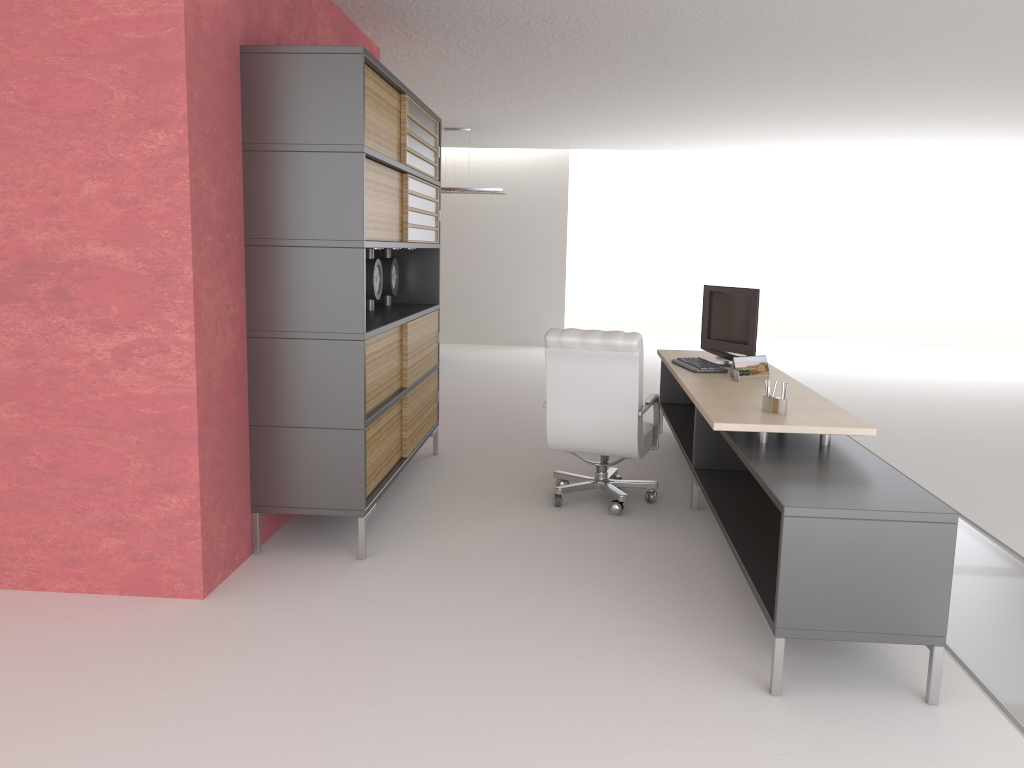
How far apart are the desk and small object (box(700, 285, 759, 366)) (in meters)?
0.28

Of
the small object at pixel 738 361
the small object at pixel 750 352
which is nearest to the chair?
the small object at pixel 738 361

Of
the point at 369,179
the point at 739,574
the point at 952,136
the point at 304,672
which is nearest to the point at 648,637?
the point at 739,574

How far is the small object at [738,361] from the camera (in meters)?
7.93

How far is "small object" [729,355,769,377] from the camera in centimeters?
→ 793cm

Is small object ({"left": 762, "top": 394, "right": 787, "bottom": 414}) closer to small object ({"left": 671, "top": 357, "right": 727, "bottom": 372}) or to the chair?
the chair

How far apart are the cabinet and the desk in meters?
2.4 m

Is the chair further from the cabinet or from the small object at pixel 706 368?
the cabinet

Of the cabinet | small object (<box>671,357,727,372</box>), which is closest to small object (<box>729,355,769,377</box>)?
small object (<box>671,357,727,372</box>)

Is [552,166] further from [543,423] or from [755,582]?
[755,582]
